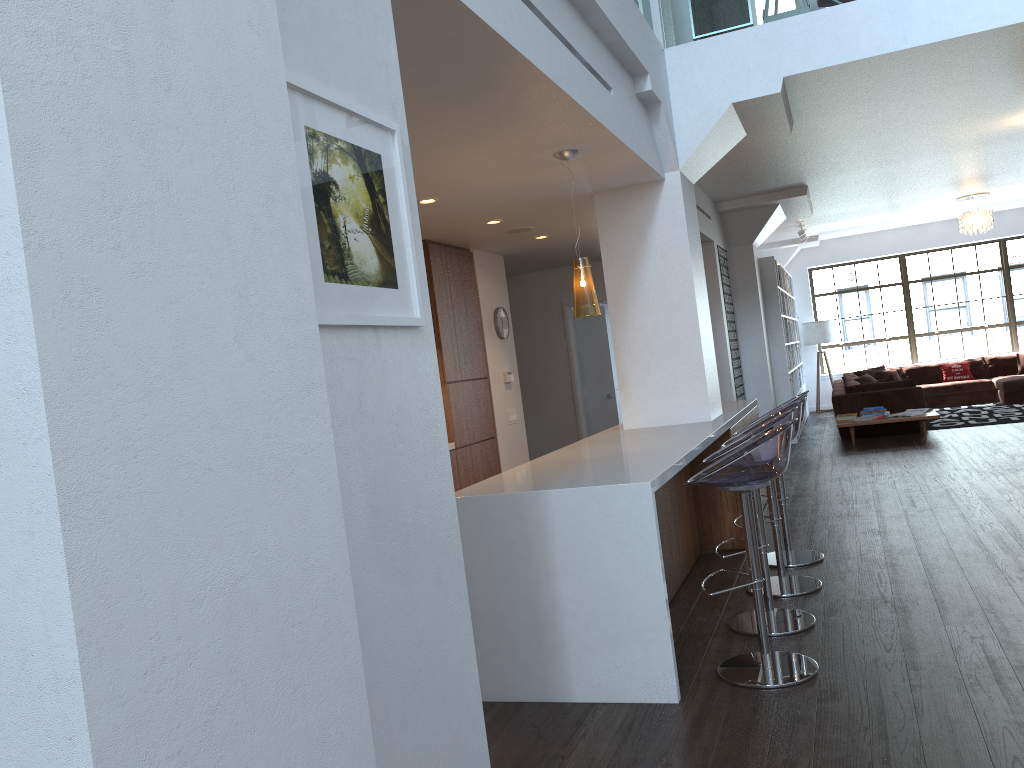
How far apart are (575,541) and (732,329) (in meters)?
7.23

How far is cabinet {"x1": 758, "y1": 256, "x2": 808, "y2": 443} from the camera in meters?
11.3

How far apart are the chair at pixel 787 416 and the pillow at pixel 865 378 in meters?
9.2 m

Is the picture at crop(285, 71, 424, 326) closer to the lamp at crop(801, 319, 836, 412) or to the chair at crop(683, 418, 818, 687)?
the chair at crop(683, 418, 818, 687)

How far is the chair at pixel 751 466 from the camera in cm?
340

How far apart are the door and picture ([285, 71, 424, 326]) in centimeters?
886cm

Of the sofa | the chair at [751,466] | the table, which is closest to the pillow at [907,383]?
the sofa

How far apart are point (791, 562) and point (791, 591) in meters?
0.6

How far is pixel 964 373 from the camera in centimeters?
1391cm

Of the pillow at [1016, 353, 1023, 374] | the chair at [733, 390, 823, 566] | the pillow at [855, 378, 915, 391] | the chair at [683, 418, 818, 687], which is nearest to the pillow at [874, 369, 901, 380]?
the pillow at [1016, 353, 1023, 374]
